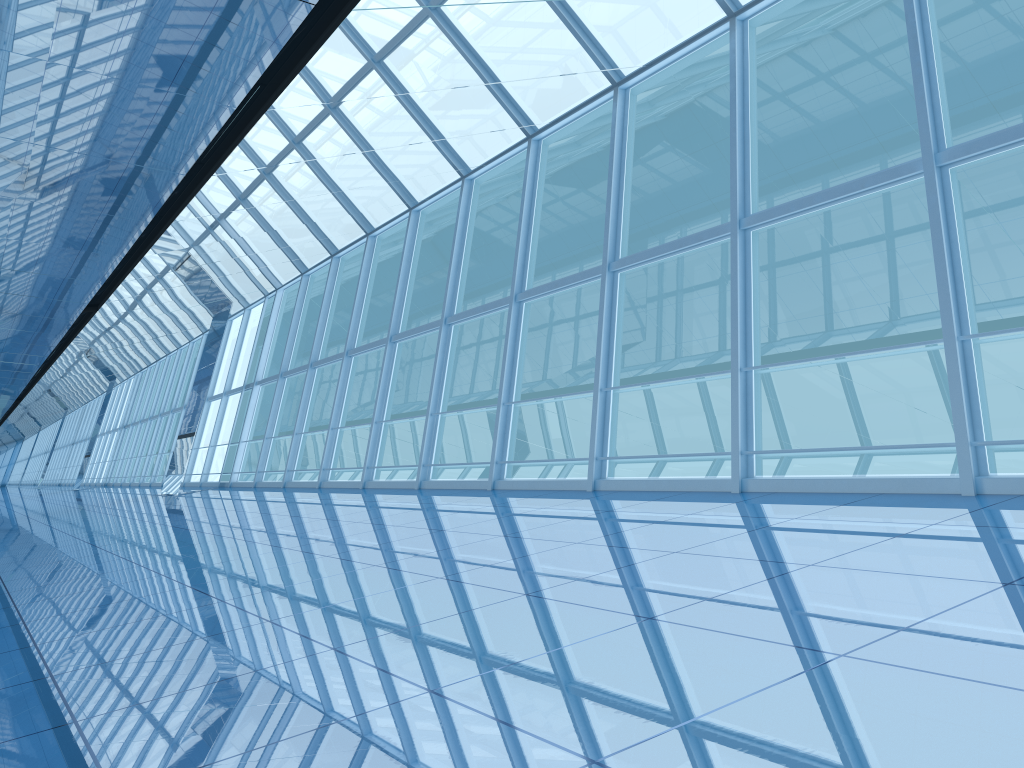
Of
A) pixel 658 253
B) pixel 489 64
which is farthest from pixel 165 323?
pixel 489 64
